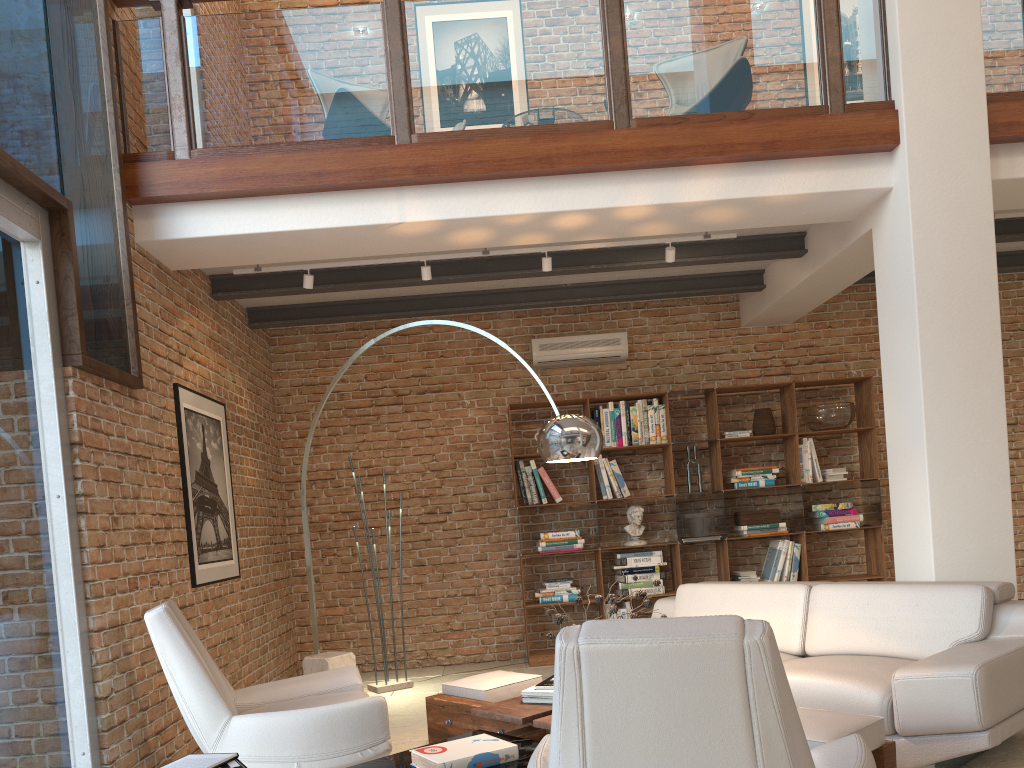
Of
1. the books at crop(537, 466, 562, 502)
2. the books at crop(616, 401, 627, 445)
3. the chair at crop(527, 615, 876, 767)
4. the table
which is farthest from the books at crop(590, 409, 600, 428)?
the chair at crop(527, 615, 876, 767)

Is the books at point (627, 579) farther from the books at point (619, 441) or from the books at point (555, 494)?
the books at point (619, 441)

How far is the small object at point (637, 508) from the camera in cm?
724

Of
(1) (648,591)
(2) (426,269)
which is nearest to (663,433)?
(1) (648,591)

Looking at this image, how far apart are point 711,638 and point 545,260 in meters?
4.1 m

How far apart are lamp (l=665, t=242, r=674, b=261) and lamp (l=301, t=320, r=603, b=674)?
1.9m

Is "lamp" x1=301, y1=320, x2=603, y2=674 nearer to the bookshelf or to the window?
the window

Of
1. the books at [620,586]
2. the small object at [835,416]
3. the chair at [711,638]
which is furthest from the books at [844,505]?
the chair at [711,638]

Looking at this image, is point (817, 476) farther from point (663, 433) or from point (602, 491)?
point (602, 491)

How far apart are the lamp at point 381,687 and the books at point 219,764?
3.8 meters
